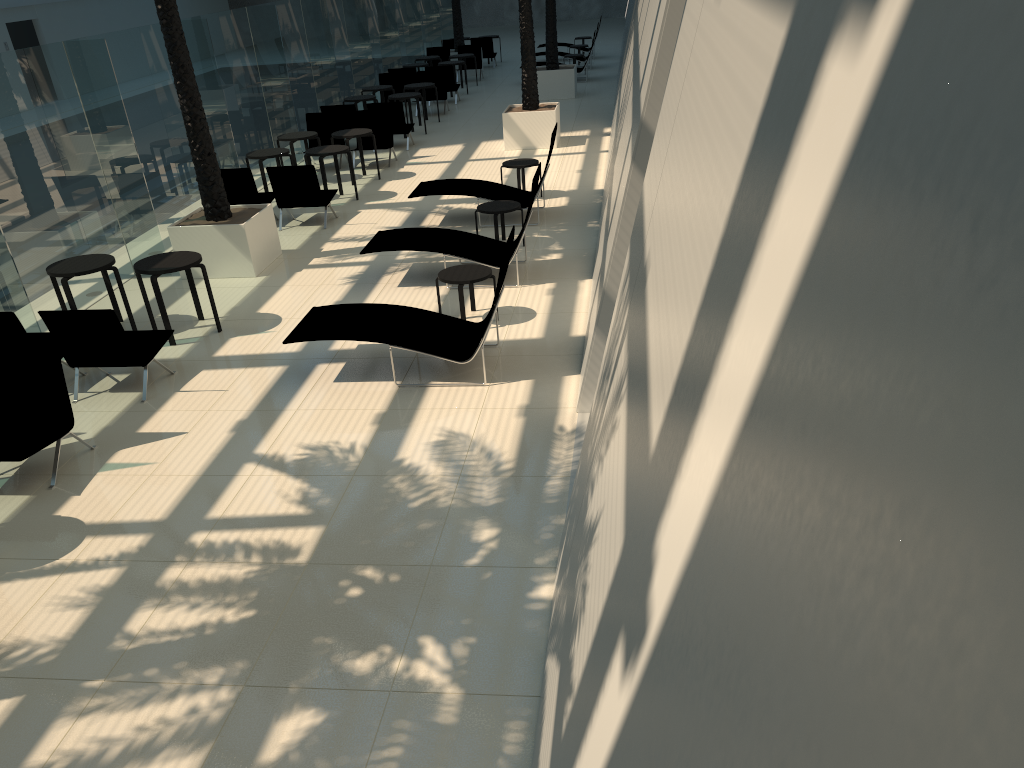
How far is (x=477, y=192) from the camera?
12.8m

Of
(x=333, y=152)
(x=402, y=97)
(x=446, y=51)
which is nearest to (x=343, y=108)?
(x=402, y=97)

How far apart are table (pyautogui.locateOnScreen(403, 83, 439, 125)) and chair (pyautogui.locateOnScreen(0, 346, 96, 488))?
15.16m

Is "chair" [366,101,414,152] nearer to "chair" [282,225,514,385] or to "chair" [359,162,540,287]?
"chair" [359,162,540,287]

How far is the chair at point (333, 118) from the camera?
17.2m

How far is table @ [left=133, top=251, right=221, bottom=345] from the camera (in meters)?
9.05

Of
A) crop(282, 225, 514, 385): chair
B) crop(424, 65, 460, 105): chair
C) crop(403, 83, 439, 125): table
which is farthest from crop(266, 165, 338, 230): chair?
crop(424, 65, 460, 105): chair

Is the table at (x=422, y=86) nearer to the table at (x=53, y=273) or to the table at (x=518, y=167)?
the table at (x=518, y=167)

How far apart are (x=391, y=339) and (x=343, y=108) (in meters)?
11.61

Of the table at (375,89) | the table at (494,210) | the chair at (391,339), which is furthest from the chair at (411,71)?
the chair at (391,339)
